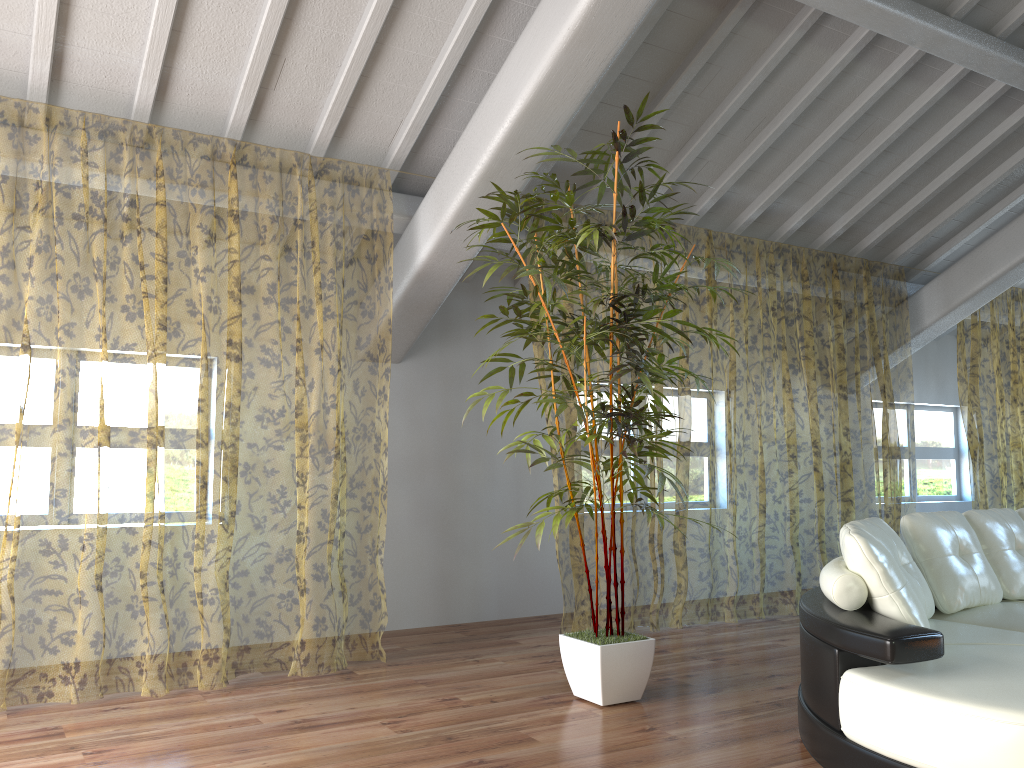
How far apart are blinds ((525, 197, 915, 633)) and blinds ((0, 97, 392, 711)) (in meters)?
1.76

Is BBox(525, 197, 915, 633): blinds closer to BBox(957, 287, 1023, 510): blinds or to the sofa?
BBox(957, 287, 1023, 510): blinds

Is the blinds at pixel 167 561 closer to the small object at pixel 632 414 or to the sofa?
the small object at pixel 632 414

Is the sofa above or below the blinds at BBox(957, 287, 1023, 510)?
below

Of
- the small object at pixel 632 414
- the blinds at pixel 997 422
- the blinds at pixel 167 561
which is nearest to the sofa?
the small object at pixel 632 414

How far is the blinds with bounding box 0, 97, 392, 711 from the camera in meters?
9.8 m

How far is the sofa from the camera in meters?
2.4 m

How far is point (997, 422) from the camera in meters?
12.3

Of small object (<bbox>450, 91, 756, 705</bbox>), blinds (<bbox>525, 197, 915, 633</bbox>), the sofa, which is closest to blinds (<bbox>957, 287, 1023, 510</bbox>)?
blinds (<bbox>525, 197, 915, 633</bbox>)

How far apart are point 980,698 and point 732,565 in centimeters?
709cm
